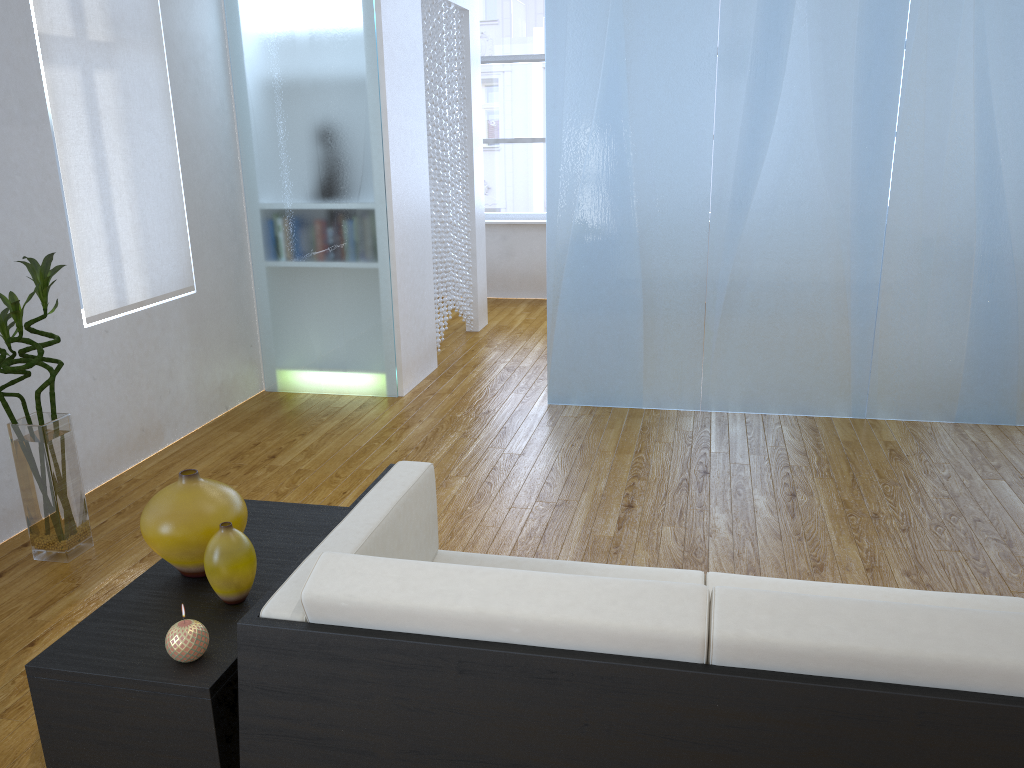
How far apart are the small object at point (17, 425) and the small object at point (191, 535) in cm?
108

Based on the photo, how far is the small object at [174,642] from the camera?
1.5m

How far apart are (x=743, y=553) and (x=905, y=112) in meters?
2.1 m

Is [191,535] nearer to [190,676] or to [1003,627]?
[190,676]

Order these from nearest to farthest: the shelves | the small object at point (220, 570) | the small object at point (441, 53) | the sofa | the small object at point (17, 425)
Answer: the sofa, the shelves, the small object at point (220, 570), the small object at point (17, 425), the small object at point (441, 53)

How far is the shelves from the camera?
1.5m

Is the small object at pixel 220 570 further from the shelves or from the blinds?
the blinds

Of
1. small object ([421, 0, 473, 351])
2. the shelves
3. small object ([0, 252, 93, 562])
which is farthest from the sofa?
small object ([421, 0, 473, 351])

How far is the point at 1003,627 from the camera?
1.18m

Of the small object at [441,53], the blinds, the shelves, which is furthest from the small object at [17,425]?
the small object at [441,53]
